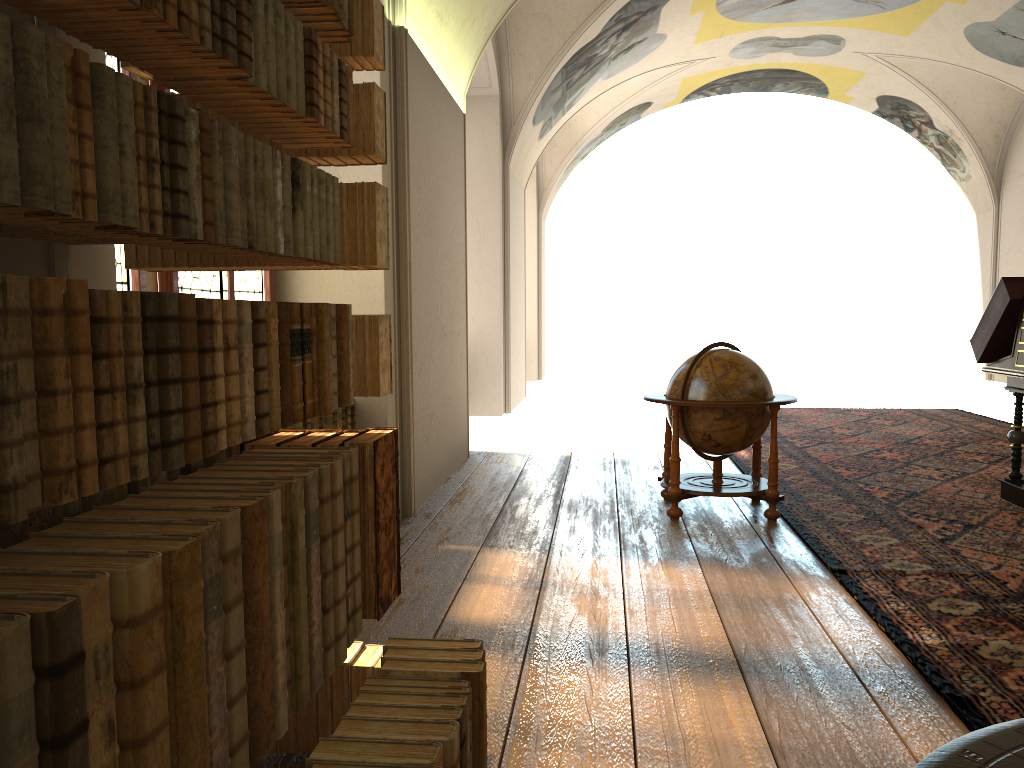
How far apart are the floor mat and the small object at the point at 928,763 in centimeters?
238cm

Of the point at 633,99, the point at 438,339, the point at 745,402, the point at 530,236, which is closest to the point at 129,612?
the point at 745,402

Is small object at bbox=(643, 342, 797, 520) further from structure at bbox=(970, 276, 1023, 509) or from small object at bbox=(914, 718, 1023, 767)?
small object at bbox=(914, 718, 1023, 767)

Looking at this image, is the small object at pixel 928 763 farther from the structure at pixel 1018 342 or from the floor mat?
the structure at pixel 1018 342

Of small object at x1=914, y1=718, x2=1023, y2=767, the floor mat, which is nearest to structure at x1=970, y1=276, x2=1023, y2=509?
the floor mat

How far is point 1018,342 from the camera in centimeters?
731cm

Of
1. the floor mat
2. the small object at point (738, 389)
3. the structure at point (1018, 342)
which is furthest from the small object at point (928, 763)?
the structure at point (1018, 342)

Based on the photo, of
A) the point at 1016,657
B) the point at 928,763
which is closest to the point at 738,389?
the point at 1016,657

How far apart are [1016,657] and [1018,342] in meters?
3.9

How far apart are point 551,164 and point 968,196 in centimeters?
1078cm
